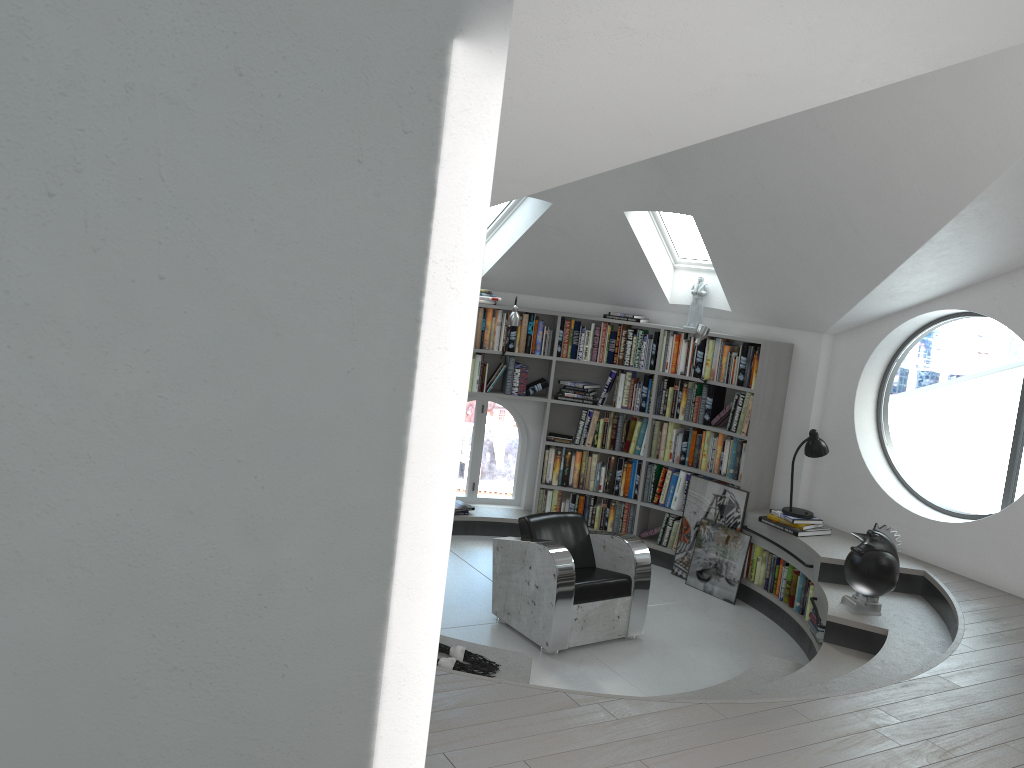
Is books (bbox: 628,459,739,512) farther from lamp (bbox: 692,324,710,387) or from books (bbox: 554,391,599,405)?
lamp (bbox: 692,324,710,387)

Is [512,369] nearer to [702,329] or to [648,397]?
[648,397]

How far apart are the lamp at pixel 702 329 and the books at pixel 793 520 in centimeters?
149cm

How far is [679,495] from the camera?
7.6 meters

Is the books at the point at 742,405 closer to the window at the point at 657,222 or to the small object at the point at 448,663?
the window at the point at 657,222

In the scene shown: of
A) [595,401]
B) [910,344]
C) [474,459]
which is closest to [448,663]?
[595,401]

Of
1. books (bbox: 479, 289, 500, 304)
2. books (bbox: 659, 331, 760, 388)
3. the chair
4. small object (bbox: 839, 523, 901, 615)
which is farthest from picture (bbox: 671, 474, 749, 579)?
books (bbox: 479, 289, 500, 304)

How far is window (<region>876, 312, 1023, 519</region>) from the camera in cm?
2234

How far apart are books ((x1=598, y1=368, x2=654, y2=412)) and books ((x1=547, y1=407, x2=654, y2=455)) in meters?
0.1 m

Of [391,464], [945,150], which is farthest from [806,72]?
[391,464]
